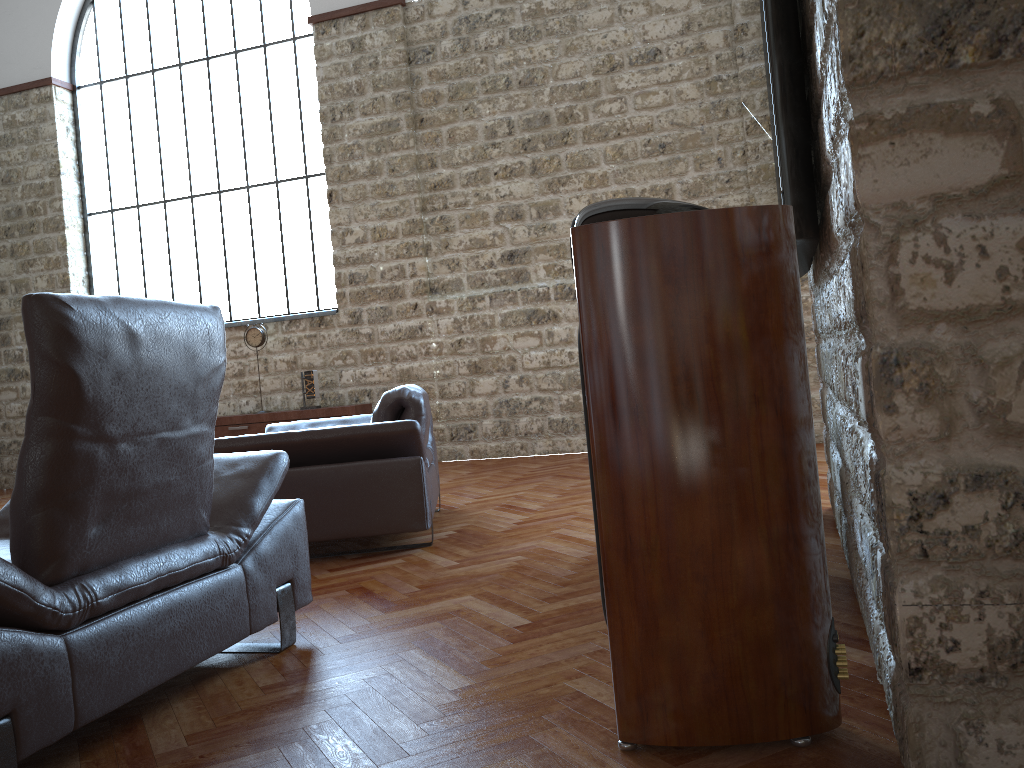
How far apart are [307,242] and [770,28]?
7.3 meters

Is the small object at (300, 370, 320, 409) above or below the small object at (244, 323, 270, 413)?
below

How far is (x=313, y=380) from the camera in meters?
8.3

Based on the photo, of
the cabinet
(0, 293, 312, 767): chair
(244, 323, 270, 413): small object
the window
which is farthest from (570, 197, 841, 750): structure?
the window

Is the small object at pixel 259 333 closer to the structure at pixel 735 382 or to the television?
the television

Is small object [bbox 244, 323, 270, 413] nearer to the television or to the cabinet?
the cabinet

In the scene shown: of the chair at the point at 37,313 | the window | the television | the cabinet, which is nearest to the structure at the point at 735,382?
the television

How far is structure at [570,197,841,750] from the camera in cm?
172

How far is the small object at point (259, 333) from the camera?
8.5 meters

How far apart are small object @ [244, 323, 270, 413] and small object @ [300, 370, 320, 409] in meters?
0.6 m
